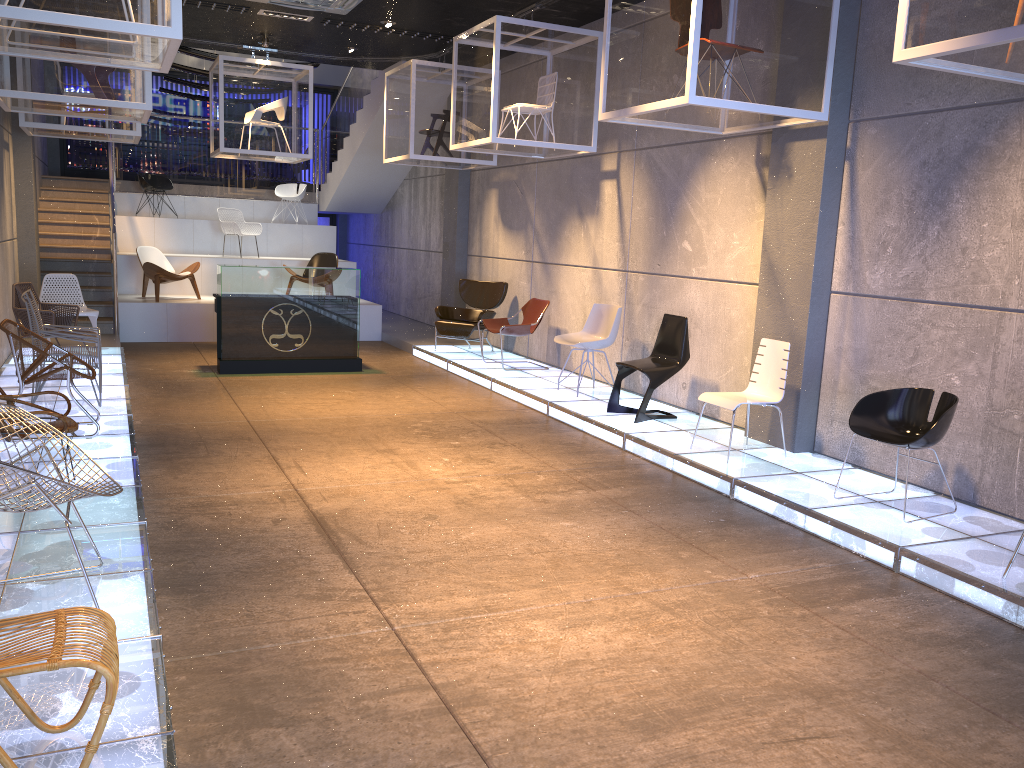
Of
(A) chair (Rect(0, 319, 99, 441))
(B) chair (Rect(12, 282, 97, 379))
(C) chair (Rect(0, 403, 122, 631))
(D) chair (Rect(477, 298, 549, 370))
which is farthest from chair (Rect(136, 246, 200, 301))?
(C) chair (Rect(0, 403, 122, 631))

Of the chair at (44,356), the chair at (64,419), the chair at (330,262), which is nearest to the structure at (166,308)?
the chair at (330,262)

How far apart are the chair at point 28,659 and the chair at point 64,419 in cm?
237

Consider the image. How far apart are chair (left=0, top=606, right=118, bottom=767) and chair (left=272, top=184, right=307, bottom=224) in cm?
1467

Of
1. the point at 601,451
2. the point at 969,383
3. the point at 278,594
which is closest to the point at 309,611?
the point at 278,594

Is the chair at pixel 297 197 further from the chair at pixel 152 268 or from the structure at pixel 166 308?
the chair at pixel 152 268

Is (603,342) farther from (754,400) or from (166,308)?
(166,308)

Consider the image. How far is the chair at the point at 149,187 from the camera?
15.4m

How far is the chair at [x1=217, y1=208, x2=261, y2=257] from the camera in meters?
14.5 m

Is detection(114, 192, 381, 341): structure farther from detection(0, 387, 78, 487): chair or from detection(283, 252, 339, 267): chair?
detection(0, 387, 78, 487): chair
